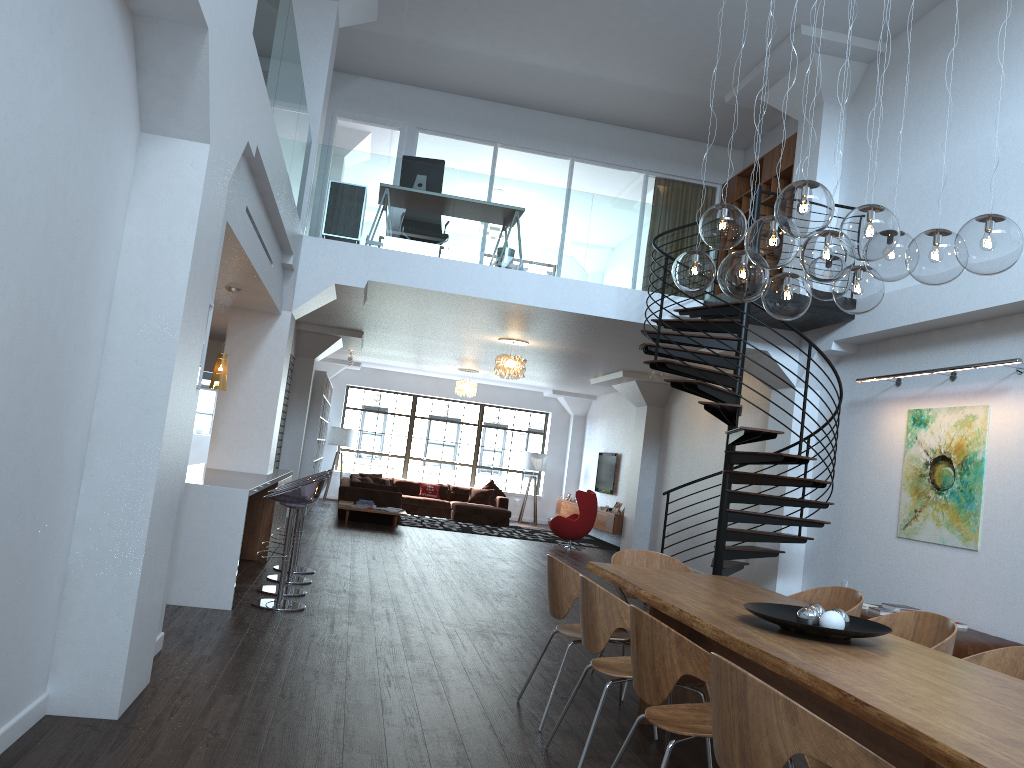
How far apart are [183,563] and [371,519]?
8.7 meters

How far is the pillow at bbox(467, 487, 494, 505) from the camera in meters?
18.7 m

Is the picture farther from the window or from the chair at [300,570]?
the window

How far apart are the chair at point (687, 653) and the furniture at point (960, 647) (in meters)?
3.78

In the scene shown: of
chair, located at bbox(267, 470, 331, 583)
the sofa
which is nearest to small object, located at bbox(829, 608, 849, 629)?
chair, located at bbox(267, 470, 331, 583)

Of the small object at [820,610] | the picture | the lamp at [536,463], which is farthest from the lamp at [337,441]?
the small object at [820,610]

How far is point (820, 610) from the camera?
3.74m

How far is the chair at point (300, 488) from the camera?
6.57m

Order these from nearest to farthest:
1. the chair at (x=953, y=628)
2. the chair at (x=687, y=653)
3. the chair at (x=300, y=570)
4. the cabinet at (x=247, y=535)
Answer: the chair at (x=687, y=653), the chair at (x=953, y=628), the chair at (x=300, y=570), the cabinet at (x=247, y=535)

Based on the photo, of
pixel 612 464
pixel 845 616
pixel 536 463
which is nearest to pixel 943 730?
pixel 845 616
